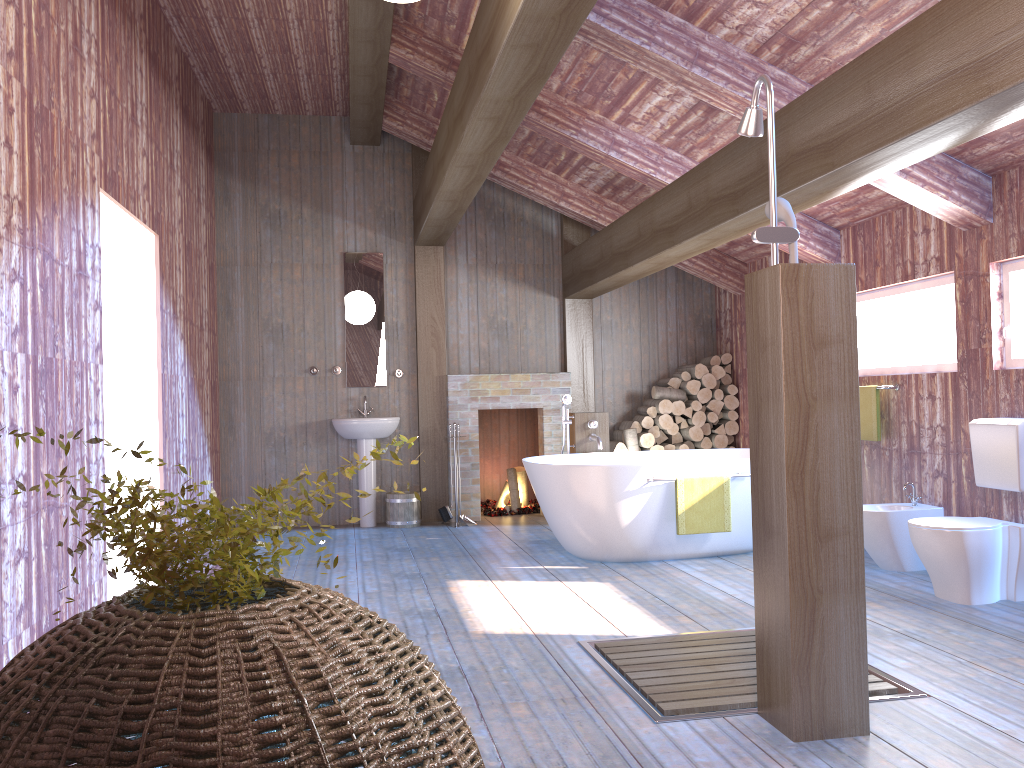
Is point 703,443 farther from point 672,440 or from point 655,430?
point 655,430

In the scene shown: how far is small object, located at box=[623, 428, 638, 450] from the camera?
7.8 meters

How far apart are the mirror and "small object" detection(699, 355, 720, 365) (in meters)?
2.97

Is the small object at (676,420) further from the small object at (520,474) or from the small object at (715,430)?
the small object at (520,474)

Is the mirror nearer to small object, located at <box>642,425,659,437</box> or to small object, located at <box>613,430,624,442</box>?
small object, located at <box>613,430,624,442</box>

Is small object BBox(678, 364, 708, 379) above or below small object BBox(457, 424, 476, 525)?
Result: above

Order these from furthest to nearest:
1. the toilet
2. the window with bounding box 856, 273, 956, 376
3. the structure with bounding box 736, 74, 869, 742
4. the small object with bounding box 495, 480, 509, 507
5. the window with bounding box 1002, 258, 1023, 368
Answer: the small object with bounding box 495, 480, 509, 507 < the window with bounding box 856, 273, 956, 376 < the window with bounding box 1002, 258, 1023, 368 < the toilet < the structure with bounding box 736, 74, 869, 742

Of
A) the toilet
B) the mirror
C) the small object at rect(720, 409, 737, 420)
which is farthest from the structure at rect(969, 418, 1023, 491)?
the mirror

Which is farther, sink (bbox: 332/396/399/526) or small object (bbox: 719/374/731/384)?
small object (bbox: 719/374/731/384)

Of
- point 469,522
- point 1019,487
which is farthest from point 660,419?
point 1019,487
